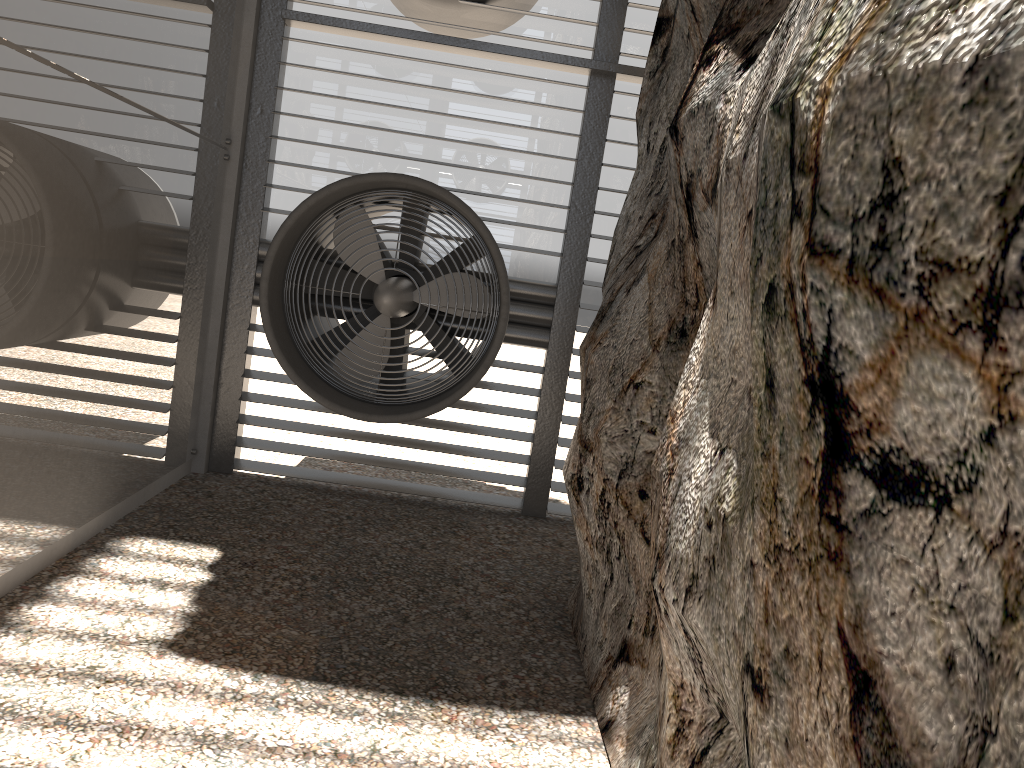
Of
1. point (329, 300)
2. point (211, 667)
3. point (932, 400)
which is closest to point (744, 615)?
point (932, 400)
